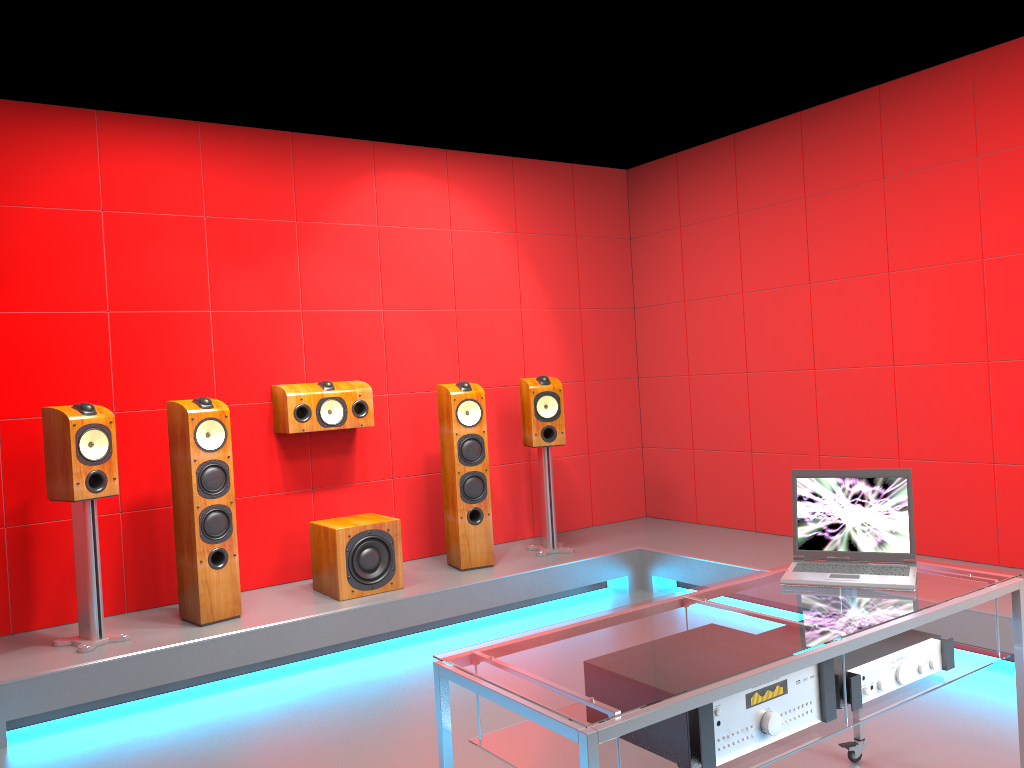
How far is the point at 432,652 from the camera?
4.3m

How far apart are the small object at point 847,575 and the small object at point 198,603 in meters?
2.6

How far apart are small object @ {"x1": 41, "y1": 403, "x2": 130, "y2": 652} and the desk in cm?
242

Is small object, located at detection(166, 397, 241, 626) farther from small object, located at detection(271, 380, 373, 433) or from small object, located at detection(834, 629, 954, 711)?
small object, located at detection(834, 629, 954, 711)

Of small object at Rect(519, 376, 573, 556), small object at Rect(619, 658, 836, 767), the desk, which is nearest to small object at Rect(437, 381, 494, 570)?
small object at Rect(519, 376, 573, 556)

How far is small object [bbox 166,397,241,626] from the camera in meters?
4.1

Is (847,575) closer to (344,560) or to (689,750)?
(689,750)

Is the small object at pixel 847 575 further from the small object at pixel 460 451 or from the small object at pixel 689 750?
the small object at pixel 460 451

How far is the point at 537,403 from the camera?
5.21m

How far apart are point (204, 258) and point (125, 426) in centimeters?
96cm
